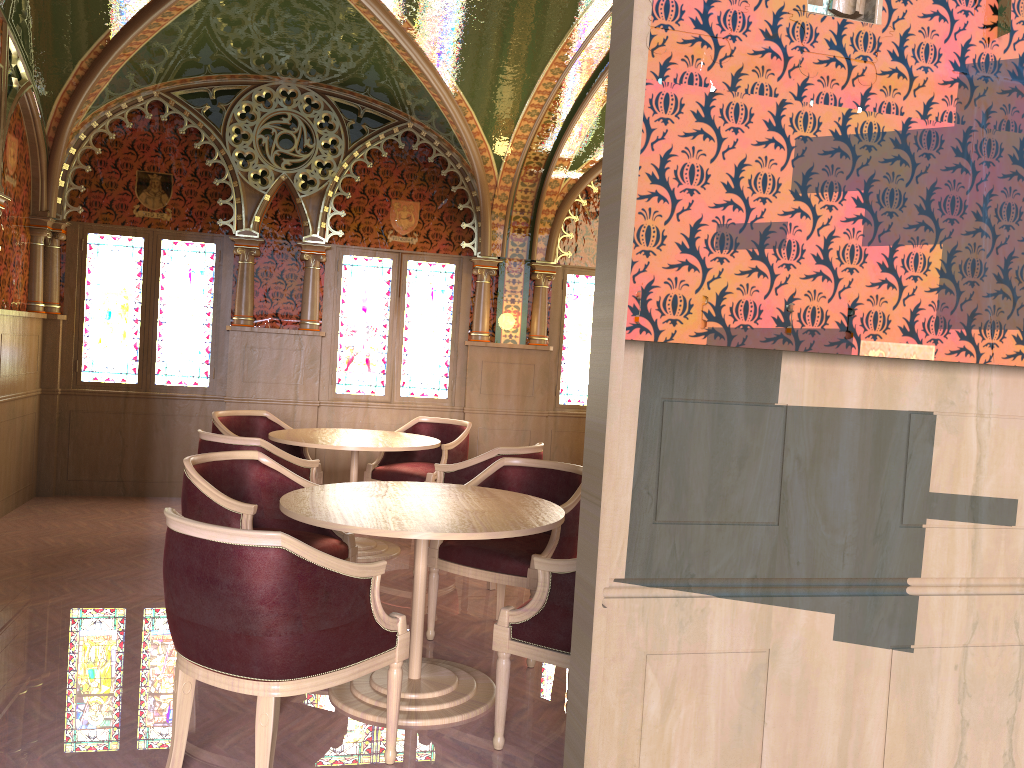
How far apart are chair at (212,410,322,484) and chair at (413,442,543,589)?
1.51m

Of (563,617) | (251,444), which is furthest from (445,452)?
(563,617)

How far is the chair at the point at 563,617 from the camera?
2.99m

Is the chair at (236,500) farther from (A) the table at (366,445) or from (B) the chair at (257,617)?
(A) the table at (366,445)

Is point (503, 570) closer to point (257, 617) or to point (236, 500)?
point (236, 500)

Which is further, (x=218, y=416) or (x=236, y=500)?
(x=218, y=416)

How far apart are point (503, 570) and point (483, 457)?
1.2 meters

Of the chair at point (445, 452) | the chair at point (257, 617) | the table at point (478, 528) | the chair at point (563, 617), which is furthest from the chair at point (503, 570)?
the chair at point (445, 452)

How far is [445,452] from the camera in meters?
6.5 m

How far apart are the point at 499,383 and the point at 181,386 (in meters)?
2.77
